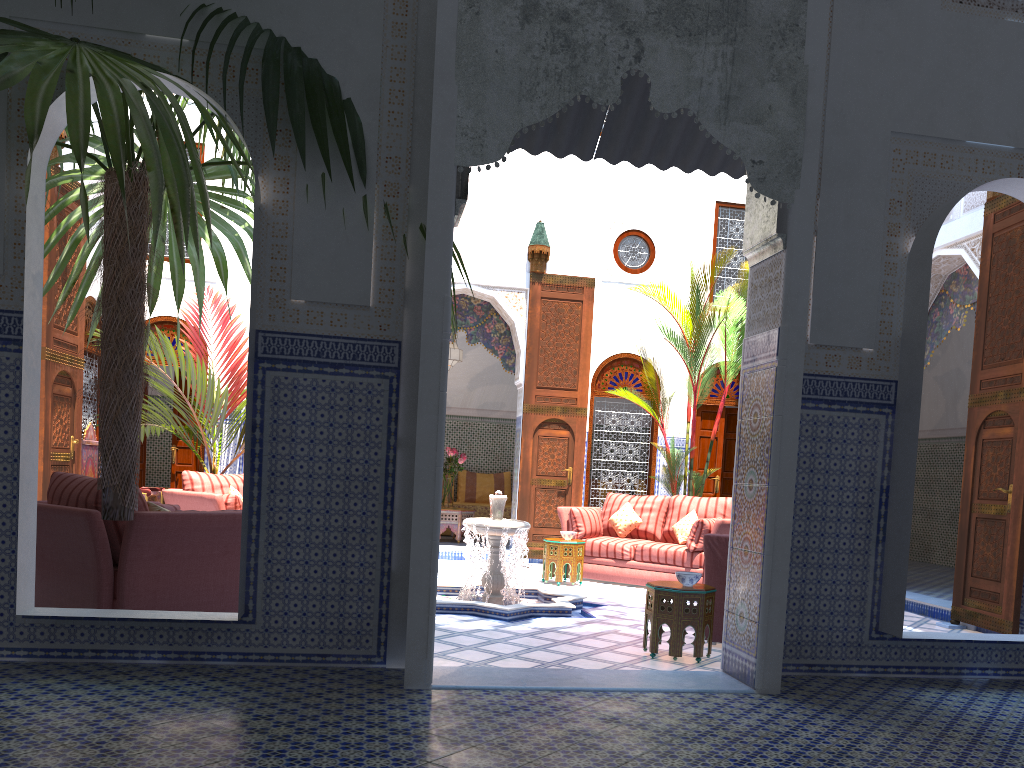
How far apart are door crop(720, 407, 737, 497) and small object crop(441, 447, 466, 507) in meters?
2.5

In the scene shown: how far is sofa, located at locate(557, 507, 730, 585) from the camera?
6.1m

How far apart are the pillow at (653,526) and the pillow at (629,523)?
0.1m

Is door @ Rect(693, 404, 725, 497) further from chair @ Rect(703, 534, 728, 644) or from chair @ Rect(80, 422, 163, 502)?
chair @ Rect(80, 422, 163, 502)

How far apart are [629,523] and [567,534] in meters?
0.6

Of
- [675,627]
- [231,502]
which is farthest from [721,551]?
[231,502]

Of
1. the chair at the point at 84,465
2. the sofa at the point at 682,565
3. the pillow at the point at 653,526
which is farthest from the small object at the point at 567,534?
the chair at the point at 84,465

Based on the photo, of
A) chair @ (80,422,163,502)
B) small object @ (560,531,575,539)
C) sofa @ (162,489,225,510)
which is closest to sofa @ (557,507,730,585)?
small object @ (560,531,575,539)

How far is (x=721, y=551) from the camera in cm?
406

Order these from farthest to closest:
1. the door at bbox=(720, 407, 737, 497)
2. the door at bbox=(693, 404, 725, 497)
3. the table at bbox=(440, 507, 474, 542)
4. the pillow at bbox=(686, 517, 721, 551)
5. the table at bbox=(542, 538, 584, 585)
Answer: the table at bbox=(440, 507, 474, 542) → the door at bbox=(720, 407, 737, 497) → the door at bbox=(693, 404, 725, 497) → the table at bbox=(542, 538, 584, 585) → the pillow at bbox=(686, 517, 721, 551)
